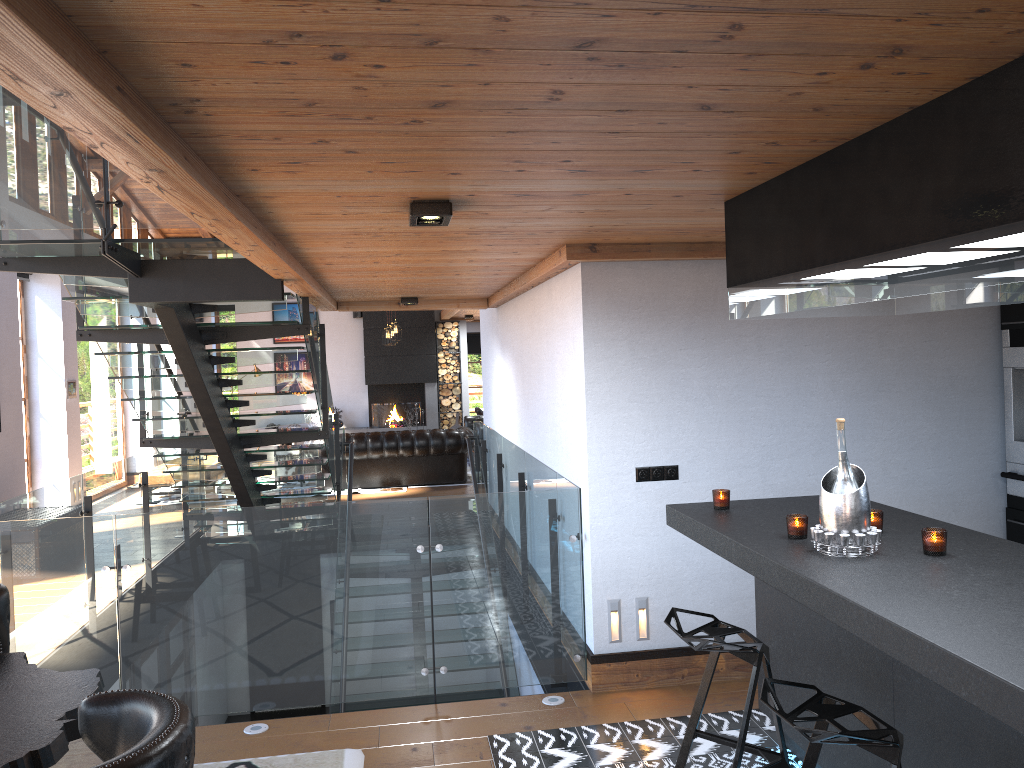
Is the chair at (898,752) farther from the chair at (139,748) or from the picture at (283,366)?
the picture at (283,366)

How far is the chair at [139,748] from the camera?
1.7 meters

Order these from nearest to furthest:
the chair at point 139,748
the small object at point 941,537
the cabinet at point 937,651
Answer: the chair at point 139,748 → the cabinet at point 937,651 → the small object at point 941,537

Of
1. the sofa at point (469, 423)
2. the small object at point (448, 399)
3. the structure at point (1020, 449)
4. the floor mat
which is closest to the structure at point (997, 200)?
the structure at point (1020, 449)

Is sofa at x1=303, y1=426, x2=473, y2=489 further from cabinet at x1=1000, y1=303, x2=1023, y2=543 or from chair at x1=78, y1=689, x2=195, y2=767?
chair at x1=78, y1=689, x2=195, y2=767

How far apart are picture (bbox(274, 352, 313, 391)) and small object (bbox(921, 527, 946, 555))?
15.95m

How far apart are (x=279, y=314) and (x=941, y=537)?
16.2 meters

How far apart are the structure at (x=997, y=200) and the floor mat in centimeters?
258cm

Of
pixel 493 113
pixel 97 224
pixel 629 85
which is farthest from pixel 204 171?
pixel 97 224

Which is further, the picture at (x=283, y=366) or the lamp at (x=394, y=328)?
the picture at (x=283, y=366)
